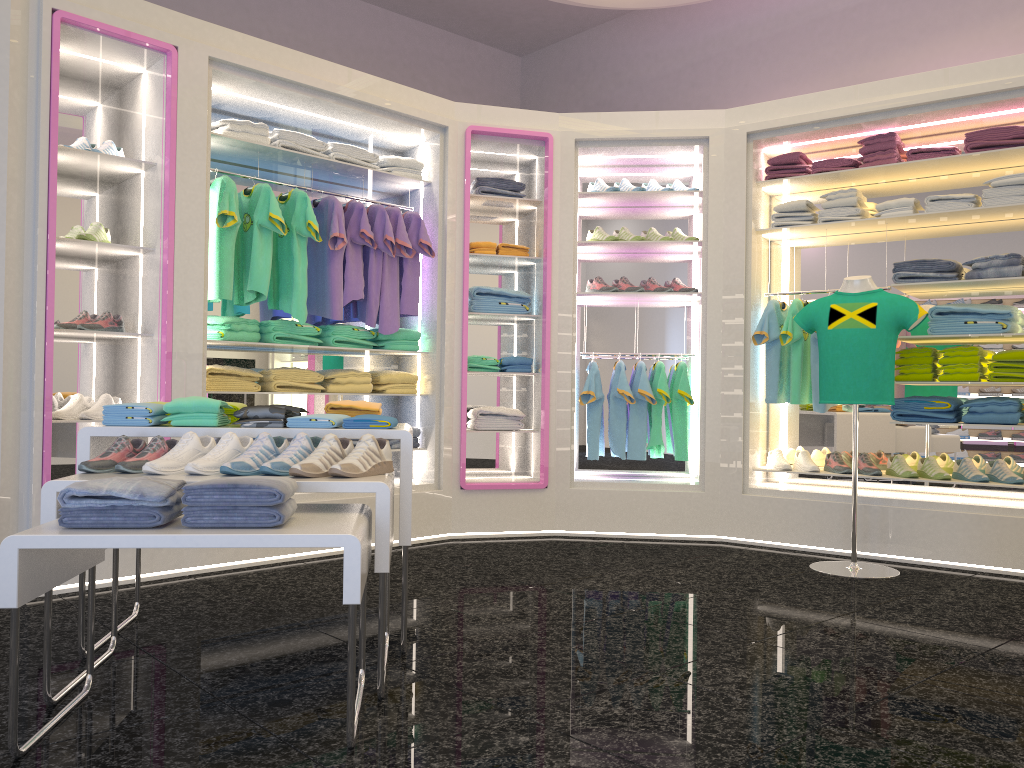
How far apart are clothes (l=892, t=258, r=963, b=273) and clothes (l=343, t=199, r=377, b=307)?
3.0 meters

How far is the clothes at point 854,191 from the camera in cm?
530

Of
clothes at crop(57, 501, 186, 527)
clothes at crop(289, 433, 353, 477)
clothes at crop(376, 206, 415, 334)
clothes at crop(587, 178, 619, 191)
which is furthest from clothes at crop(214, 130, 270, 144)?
clothes at crop(57, 501, 186, 527)

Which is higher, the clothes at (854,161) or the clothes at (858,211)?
the clothes at (854,161)

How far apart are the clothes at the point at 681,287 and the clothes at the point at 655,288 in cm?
12

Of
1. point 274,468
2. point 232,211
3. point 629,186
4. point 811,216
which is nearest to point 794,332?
point 811,216

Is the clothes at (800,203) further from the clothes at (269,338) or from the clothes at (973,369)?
the clothes at (269,338)

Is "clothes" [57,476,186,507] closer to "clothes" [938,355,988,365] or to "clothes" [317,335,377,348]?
"clothes" [317,335,377,348]

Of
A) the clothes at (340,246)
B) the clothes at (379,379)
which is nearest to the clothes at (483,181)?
the clothes at (340,246)

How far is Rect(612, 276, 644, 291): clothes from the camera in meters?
5.8
